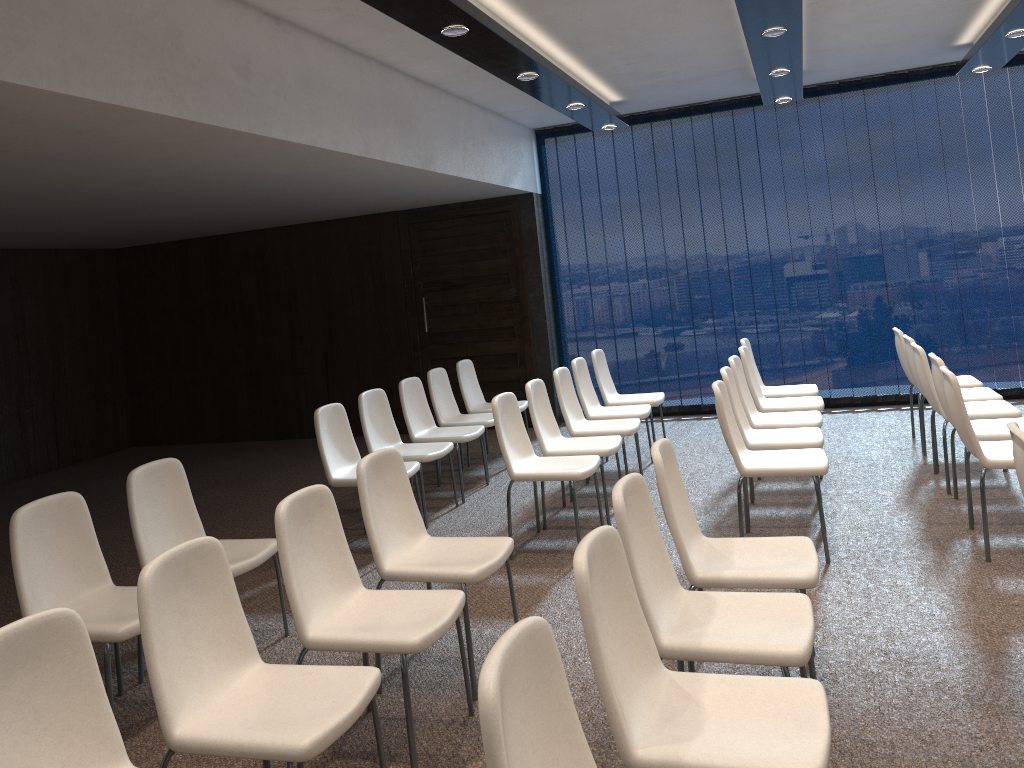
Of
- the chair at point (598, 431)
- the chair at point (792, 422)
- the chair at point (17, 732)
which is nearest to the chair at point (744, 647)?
the chair at point (17, 732)

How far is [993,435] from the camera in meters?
4.8 m

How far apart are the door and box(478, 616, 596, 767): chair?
7.41m

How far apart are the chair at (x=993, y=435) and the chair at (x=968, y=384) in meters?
1.4 m

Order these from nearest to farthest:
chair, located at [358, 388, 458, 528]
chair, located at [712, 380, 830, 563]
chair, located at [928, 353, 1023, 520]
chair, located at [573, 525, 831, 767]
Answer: A: 1. chair, located at [573, 525, 831, 767]
2. chair, located at [712, 380, 830, 563]
3. chair, located at [928, 353, 1023, 520]
4. chair, located at [358, 388, 458, 528]

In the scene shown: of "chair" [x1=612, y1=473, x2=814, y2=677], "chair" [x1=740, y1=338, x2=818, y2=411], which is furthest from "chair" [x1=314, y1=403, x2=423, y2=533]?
"chair" [x1=740, y1=338, x2=818, y2=411]

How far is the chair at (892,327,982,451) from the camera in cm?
646

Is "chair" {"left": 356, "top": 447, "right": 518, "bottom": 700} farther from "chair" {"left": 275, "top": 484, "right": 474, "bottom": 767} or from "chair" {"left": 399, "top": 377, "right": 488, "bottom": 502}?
"chair" {"left": 399, "top": 377, "right": 488, "bottom": 502}

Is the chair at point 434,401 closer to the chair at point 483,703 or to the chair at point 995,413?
the chair at point 995,413

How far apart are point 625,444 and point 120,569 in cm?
431
